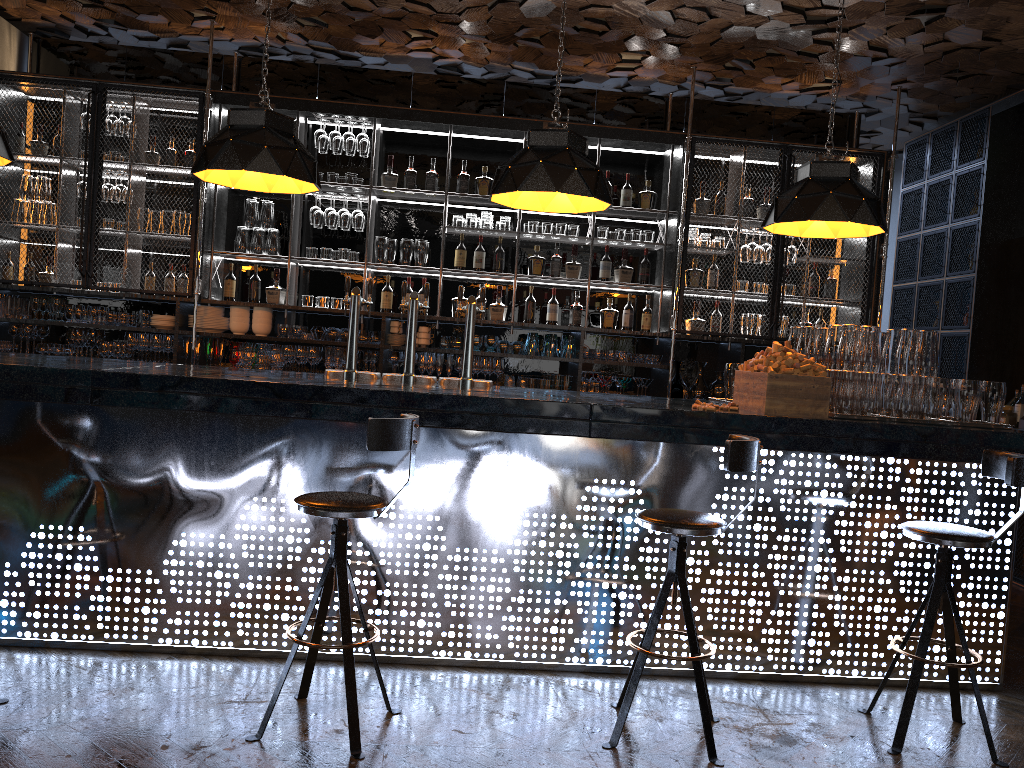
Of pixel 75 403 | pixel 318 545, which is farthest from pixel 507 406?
pixel 75 403

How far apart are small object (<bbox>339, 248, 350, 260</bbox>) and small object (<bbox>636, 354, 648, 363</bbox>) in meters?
2.3 m

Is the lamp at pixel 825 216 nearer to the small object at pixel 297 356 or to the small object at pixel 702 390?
the small object at pixel 702 390

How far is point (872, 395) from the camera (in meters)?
3.94

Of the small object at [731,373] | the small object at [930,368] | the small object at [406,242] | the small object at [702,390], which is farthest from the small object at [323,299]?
the small object at [930,368]

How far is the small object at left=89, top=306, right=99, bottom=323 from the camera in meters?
6.4

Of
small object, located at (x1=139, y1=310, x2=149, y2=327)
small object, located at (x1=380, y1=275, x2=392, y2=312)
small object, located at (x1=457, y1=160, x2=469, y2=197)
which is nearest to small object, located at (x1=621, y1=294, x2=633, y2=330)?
small object, located at (x1=457, y1=160, x2=469, y2=197)

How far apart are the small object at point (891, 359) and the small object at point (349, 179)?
4.09m

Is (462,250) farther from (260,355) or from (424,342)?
(260,355)

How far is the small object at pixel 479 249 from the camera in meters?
6.8
